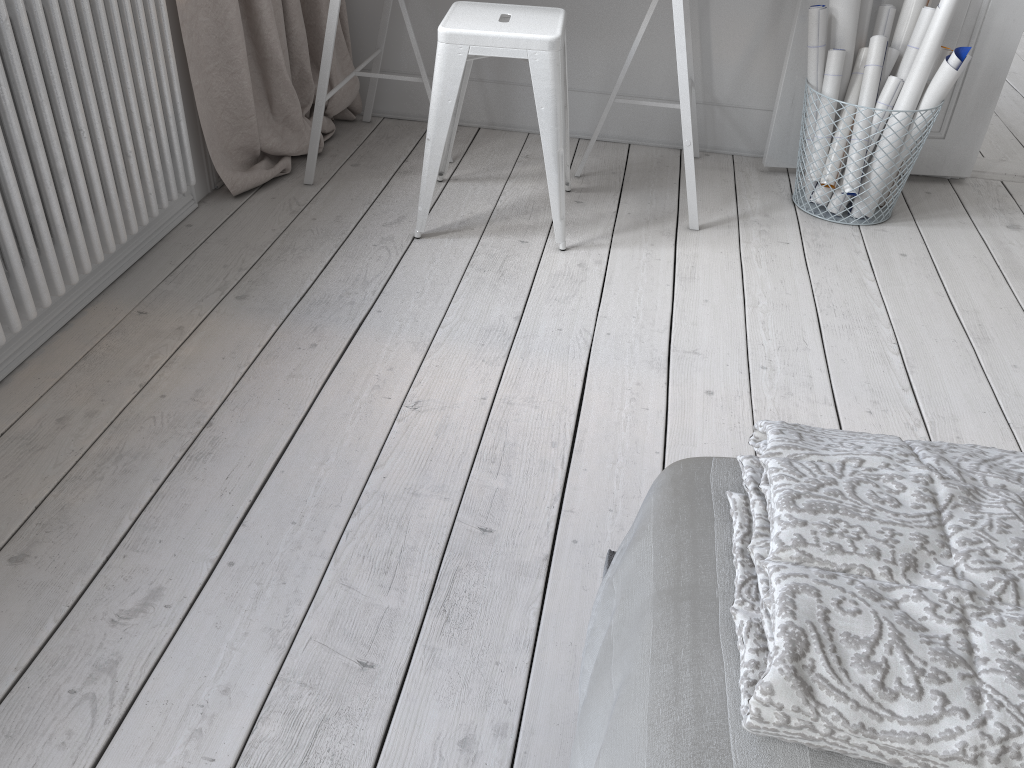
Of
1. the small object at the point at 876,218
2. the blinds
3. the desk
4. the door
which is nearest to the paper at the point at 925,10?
the door

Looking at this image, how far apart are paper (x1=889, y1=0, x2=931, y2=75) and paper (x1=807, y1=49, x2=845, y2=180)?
0.2 meters

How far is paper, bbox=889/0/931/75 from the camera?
2.5m

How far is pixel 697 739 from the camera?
0.6m

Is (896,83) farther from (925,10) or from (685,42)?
(685,42)

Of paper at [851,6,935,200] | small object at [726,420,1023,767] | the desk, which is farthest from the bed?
paper at [851,6,935,200]

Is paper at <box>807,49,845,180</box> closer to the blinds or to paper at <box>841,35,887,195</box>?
paper at <box>841,35,887,195</box>

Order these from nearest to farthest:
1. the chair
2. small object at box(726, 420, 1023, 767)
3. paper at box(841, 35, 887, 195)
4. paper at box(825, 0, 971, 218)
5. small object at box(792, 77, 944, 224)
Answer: small object at box(726, 420, 1023, 767), the chair, paper at box(825, 0, 971, 218), paper at box(841, 35, 887, 195), small object at box(792, 77, 944, 224)

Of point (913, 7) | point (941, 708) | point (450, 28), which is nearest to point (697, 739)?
point (941, 708)

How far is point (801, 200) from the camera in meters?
2.7 m
